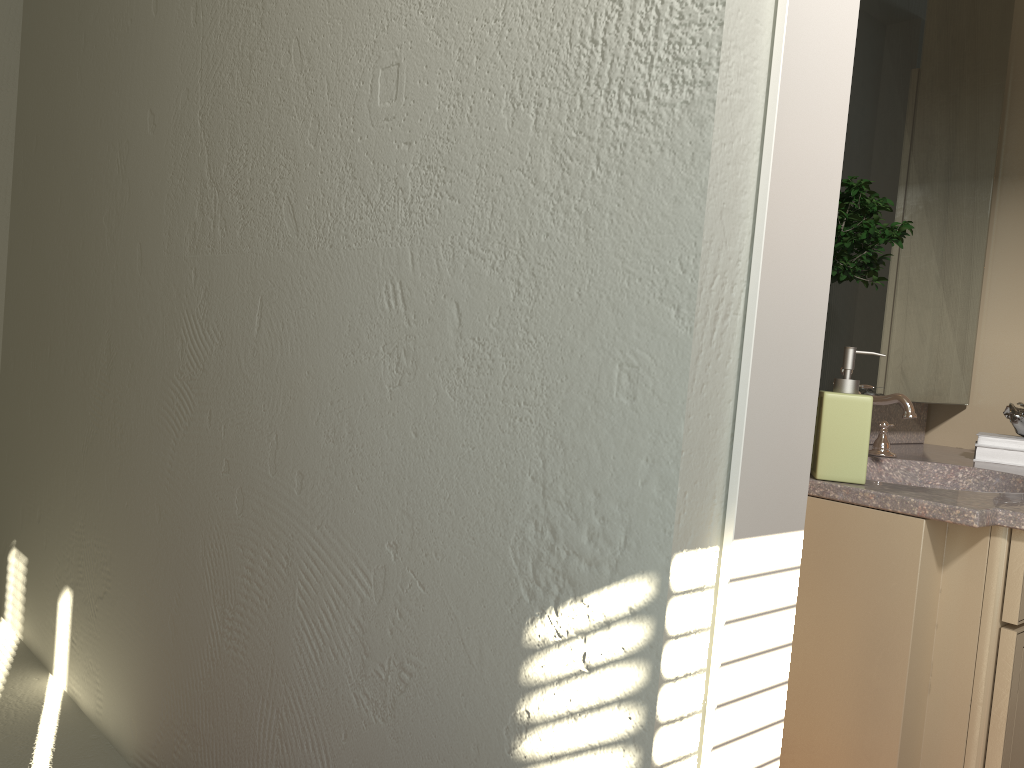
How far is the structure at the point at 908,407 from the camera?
1.91m

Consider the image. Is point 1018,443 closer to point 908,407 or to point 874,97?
point 908,407

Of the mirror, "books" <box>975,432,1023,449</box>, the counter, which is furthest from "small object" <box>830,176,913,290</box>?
"books" <box>975,432,1023,449</box>

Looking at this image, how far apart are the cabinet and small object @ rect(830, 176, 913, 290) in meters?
0.4

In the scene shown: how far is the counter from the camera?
1.41m

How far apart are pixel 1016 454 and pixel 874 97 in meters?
1.0

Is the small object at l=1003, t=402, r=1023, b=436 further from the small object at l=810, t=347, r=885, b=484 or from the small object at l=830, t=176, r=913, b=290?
the small object at l=810, t=347, r=885, b=484

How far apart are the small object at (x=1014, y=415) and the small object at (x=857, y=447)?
1.0m

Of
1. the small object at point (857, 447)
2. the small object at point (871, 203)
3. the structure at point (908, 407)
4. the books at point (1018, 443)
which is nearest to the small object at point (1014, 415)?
the books at point (1018, 443)

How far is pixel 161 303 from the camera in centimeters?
209cm
